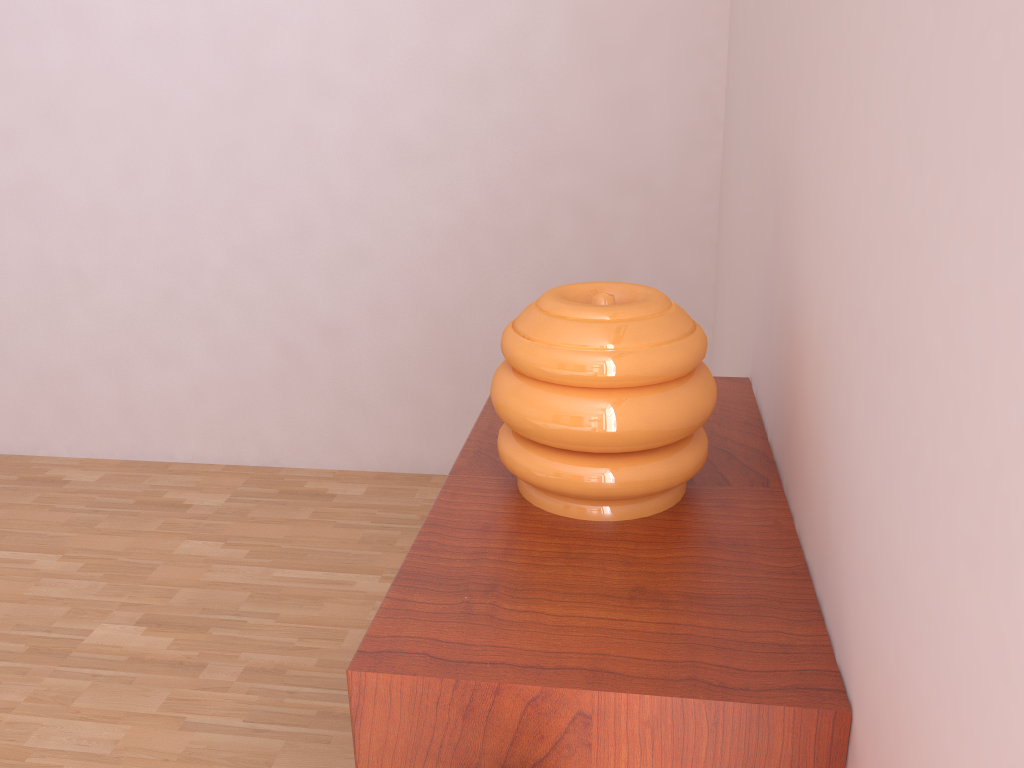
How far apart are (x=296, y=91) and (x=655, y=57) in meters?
0.9 m

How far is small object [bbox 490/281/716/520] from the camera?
0.9m

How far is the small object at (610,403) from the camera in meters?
0.9

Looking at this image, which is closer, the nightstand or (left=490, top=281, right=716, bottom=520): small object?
the nightstand

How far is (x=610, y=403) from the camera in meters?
0.9 m

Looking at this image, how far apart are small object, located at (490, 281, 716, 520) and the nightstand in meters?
0.0

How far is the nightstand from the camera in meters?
0.7
